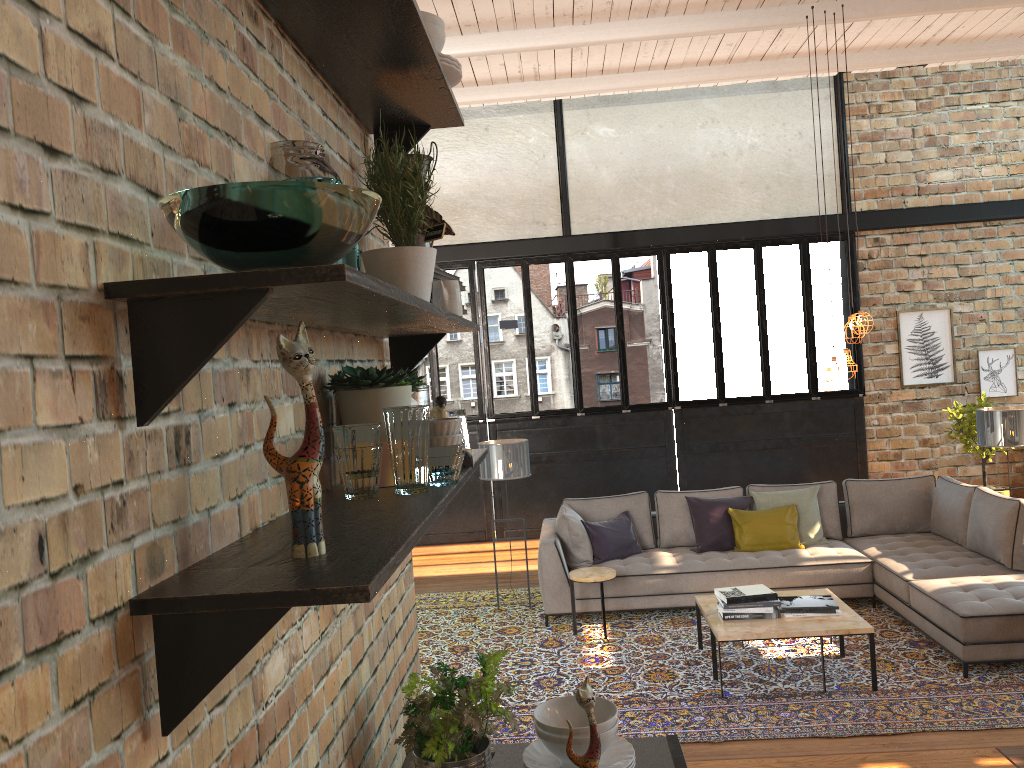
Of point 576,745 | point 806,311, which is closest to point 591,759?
point 576,745

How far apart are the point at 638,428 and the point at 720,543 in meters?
3.2 m

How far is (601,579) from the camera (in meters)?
6.46

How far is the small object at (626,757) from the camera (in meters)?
1.85

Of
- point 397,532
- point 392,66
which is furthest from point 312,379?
point 392,66

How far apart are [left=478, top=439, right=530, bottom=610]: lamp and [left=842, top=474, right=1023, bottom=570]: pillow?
2.7m

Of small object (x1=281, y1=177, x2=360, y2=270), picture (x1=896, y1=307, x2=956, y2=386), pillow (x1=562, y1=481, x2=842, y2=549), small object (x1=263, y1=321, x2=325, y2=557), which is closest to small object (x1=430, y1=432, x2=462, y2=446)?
small object (x1=281, y1=177, x2=360, y2=270)

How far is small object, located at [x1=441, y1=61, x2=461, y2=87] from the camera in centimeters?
181cm

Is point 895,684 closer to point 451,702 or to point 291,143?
point 451,702

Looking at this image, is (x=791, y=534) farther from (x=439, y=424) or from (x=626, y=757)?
(x=439, y=424)
